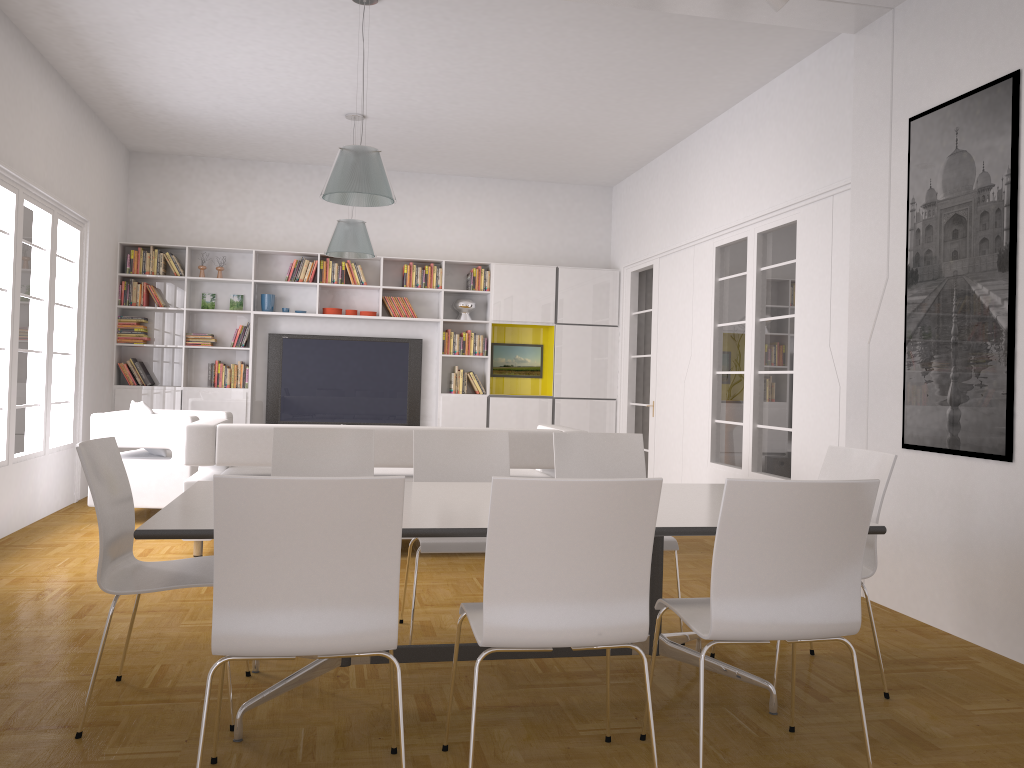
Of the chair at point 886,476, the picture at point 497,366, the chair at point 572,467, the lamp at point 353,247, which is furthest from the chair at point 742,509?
the picture at point 497,366

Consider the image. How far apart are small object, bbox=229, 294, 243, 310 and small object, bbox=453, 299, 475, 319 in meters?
2.3 m

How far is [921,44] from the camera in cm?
468

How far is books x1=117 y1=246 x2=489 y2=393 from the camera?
9.12m

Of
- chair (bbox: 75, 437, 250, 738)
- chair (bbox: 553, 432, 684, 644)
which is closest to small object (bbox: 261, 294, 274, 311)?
chair (bbox: 553, 432, 684, 644)

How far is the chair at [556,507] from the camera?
2.36m

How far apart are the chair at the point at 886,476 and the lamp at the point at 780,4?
2.07m

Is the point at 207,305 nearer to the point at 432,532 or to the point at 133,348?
the point at 133,348

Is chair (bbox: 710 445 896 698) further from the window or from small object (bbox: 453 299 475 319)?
small object (bbox: 453 299 475 319)

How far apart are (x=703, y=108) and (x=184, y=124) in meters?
4.8 m
